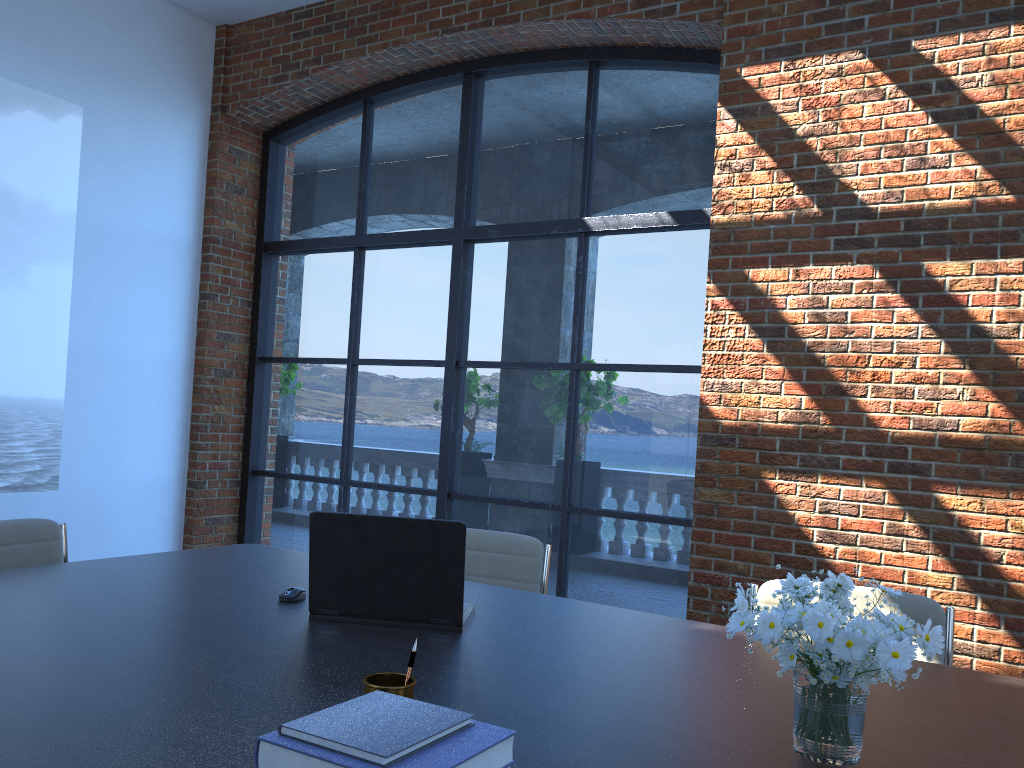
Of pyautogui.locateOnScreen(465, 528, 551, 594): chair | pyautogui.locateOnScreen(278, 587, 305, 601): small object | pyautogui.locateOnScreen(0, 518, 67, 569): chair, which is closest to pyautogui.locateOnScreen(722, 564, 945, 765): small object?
pyautogui.locateOnScreen(278, 587, 305, 601): small object

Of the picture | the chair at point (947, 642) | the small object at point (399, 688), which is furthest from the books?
the picture

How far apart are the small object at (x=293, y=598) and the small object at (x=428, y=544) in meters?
0.2

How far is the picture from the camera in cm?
513

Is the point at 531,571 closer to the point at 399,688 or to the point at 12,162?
the point at 399,688

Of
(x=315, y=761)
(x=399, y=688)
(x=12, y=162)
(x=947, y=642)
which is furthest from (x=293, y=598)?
(x=12, y=162)

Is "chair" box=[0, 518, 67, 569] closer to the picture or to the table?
the table

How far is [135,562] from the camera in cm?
285

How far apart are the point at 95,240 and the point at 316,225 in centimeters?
147cm

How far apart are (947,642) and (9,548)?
2.83m
